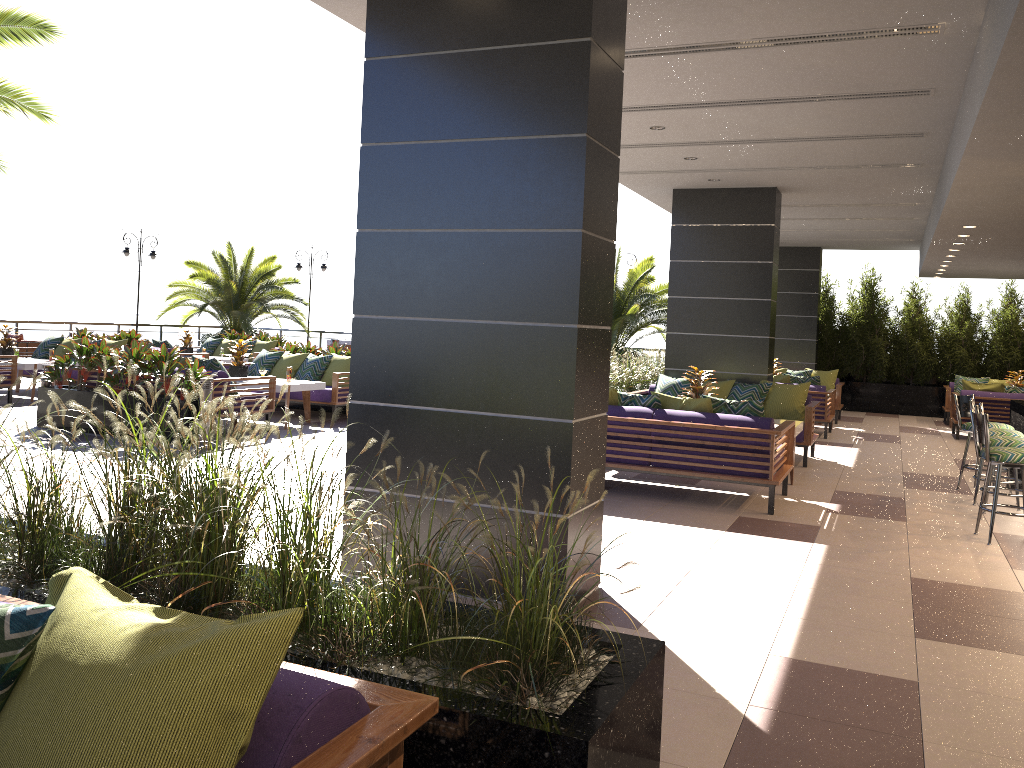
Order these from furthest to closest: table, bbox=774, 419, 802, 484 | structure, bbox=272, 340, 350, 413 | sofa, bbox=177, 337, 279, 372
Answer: sofa, bbox=177, 337, 279, 372, structure, bbox=272, 340, 350, 413, table, bbox=774, 419, 802, 484

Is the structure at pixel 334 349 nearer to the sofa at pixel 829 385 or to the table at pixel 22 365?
the table at pixel 22 365

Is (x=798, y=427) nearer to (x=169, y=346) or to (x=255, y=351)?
(x=169, y=346)

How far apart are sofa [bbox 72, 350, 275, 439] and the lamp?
11.1m

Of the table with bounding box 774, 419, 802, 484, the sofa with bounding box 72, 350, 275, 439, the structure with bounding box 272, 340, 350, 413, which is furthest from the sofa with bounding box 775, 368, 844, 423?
the sofa with bounding box 72, 350, 275, 439

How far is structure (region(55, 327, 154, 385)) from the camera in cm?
1485

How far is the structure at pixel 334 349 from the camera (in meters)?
13.18

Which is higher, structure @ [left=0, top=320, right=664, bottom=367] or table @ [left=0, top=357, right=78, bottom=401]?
structure @ [left=0, top=320, right=664, bottom=367]

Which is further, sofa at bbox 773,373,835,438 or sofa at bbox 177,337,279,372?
sofa at bbox 177,337,279,372

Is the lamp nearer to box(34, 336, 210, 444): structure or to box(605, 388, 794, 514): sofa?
box(34, 336, 210, 444): structure
